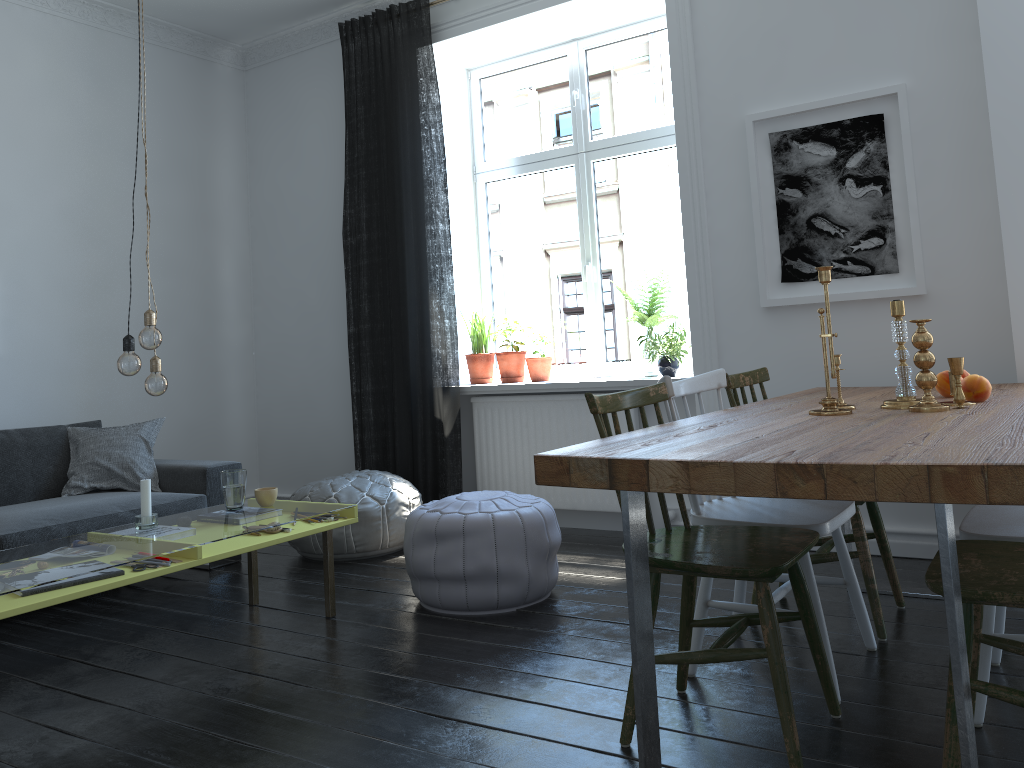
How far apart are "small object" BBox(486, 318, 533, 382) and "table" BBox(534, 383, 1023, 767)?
1.9 meters

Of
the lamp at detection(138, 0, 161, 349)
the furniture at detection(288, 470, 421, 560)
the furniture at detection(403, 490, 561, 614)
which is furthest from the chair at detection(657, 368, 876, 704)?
the furniture at detection(288, 470, 421, 560)

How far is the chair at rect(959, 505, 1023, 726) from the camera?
2.12m

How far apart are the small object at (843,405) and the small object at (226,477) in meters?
2.2

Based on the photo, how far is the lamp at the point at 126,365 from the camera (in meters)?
2.84

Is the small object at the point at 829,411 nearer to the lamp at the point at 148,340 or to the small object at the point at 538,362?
the lamp at the point at 148,340

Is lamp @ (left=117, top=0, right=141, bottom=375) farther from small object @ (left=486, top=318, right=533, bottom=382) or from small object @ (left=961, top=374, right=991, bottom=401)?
small object @ (left=961, top=374, right=991, bottom=401)

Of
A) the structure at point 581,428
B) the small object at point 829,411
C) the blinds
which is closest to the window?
the structure at point 581,428

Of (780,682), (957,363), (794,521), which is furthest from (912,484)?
(957,363)

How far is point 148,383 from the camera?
2.94m
